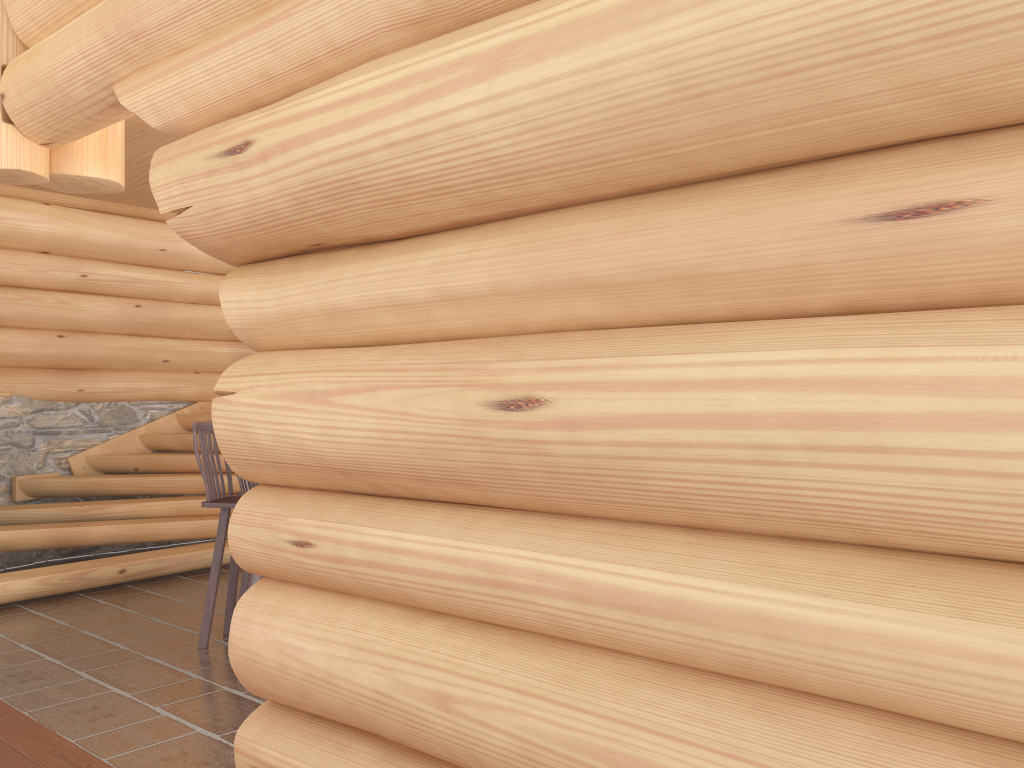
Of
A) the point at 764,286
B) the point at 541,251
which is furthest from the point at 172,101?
the point at 764,286

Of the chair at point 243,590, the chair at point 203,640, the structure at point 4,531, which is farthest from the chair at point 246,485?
the structure at point 4,531

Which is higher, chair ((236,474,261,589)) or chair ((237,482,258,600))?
chair ((236,474,261,589))

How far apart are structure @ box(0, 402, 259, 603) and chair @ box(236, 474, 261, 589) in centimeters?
249cm

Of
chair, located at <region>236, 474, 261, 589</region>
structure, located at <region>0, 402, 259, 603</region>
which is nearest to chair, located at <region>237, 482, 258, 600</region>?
chair, located at <region>236, 474, 261, 589</region>

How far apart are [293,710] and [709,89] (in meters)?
2.27

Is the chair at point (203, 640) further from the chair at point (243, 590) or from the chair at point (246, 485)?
the chair at point (246, 485)

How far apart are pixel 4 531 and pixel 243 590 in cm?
223

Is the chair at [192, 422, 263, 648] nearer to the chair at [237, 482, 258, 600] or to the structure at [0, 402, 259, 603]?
the chair at [237, 482, 258, 600]

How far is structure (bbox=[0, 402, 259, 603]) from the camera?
6.6 meters
